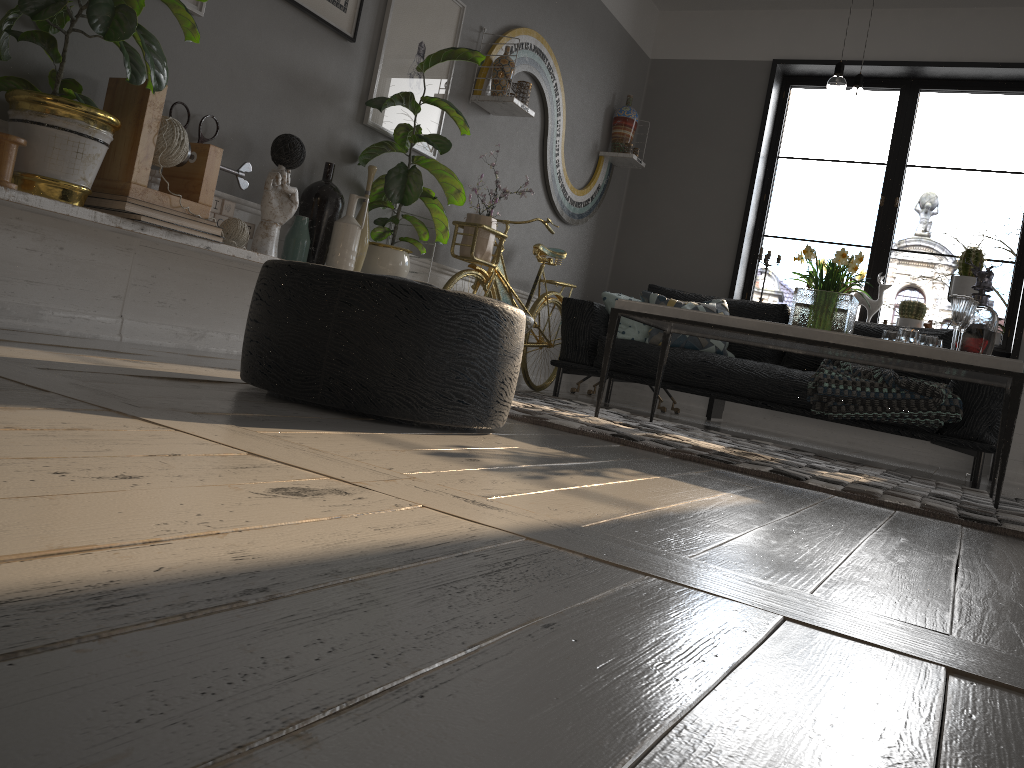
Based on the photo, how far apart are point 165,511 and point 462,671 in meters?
0.4

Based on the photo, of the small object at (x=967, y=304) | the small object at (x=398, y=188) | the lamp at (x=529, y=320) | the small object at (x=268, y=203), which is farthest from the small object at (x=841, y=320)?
the small object at (x=268, y=203)

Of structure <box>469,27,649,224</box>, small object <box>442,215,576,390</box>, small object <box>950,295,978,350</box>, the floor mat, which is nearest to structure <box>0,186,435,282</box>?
the floor mat

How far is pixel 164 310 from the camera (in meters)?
3.17

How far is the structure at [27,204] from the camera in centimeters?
235cm

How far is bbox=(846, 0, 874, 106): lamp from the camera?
3.52m

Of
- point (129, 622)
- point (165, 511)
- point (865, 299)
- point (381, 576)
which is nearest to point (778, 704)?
point (381, 576)

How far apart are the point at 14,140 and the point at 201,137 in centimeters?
87cm

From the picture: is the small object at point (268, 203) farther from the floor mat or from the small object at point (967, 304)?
the small object at point (967, 304)

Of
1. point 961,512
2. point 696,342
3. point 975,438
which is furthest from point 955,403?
point 961,512
